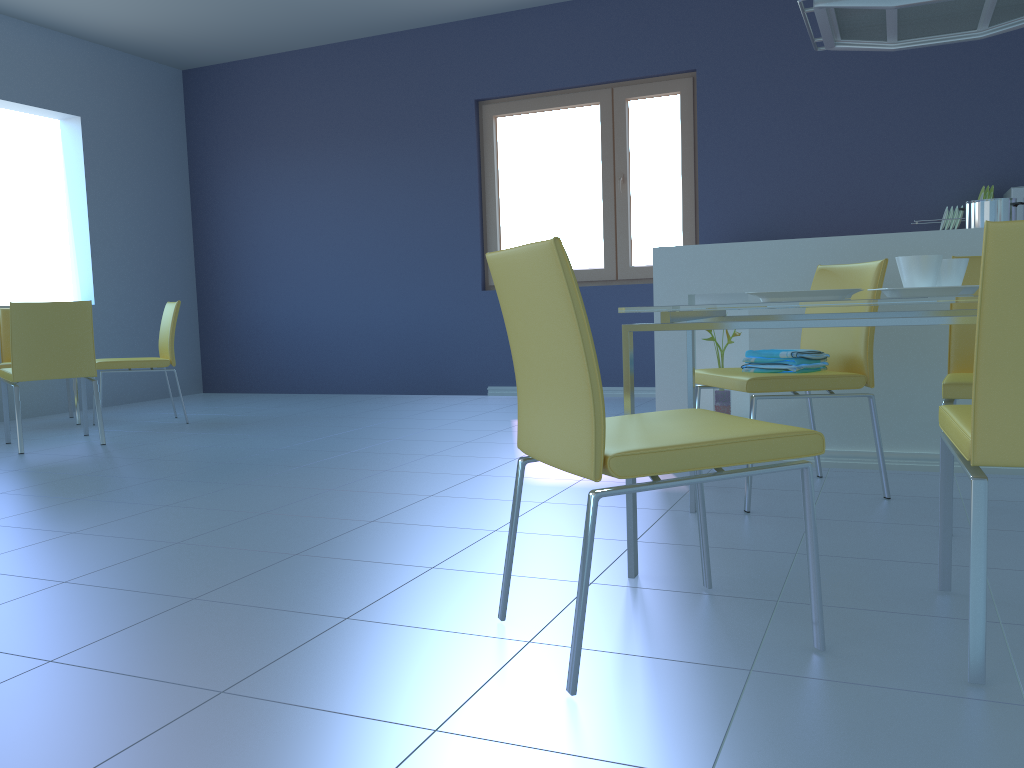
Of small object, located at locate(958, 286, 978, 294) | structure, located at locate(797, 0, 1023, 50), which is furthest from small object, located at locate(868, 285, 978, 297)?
structure, located at locate(797, 0, 1023, 50)

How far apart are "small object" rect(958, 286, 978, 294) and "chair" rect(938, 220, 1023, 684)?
0.5m

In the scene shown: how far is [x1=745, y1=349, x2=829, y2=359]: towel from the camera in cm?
256

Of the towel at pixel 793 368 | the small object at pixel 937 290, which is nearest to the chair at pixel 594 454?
the small object at pixel 937 290

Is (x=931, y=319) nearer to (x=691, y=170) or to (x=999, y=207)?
(x=999, y=207)

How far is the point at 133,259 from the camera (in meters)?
6.41

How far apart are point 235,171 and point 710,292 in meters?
4.7

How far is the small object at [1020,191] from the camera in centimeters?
437cm

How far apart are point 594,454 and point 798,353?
1.4m

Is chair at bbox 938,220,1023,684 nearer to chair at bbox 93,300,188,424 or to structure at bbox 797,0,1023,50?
structure at bbox 797,0,1023,50
